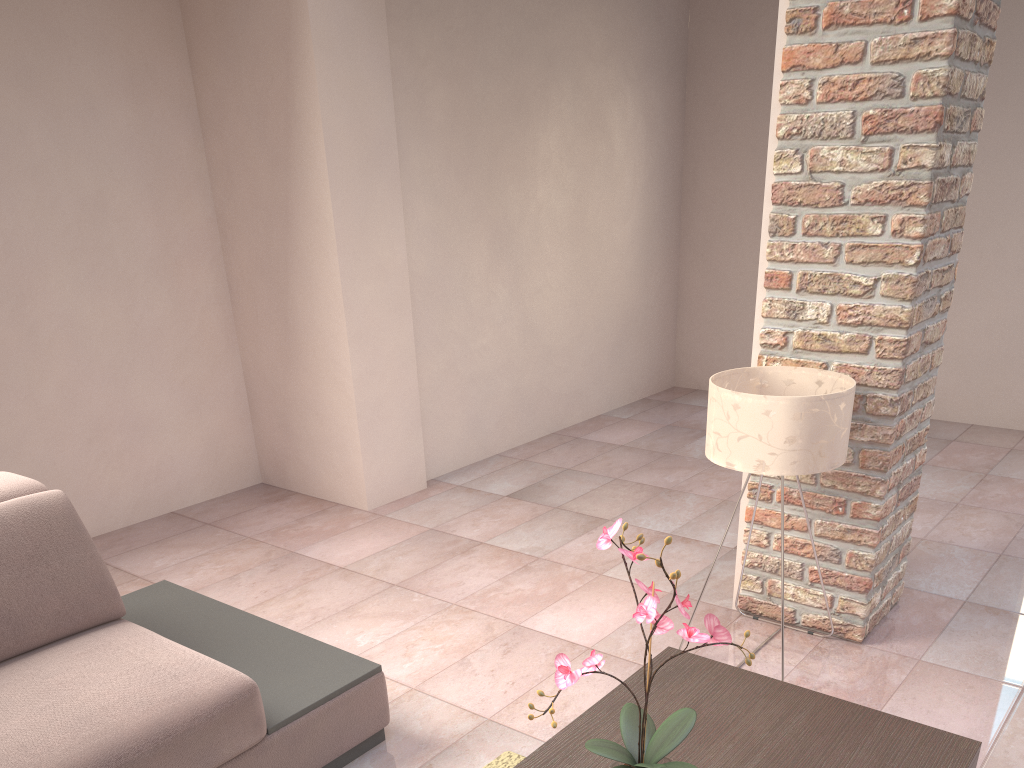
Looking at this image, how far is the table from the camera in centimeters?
174cm

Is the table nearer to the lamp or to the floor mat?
the floor mat

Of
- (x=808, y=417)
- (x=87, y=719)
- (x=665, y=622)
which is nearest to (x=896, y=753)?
(x=665, y=622)

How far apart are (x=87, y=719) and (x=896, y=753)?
1.68m

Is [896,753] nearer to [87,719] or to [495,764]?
[495,764]

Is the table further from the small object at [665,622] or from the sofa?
the sofa

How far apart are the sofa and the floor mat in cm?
32

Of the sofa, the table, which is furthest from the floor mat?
the table

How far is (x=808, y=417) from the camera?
2.3 meters

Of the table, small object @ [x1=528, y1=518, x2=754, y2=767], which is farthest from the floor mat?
small object @ [x1=528, y1=518, x2=754, y2=767]
